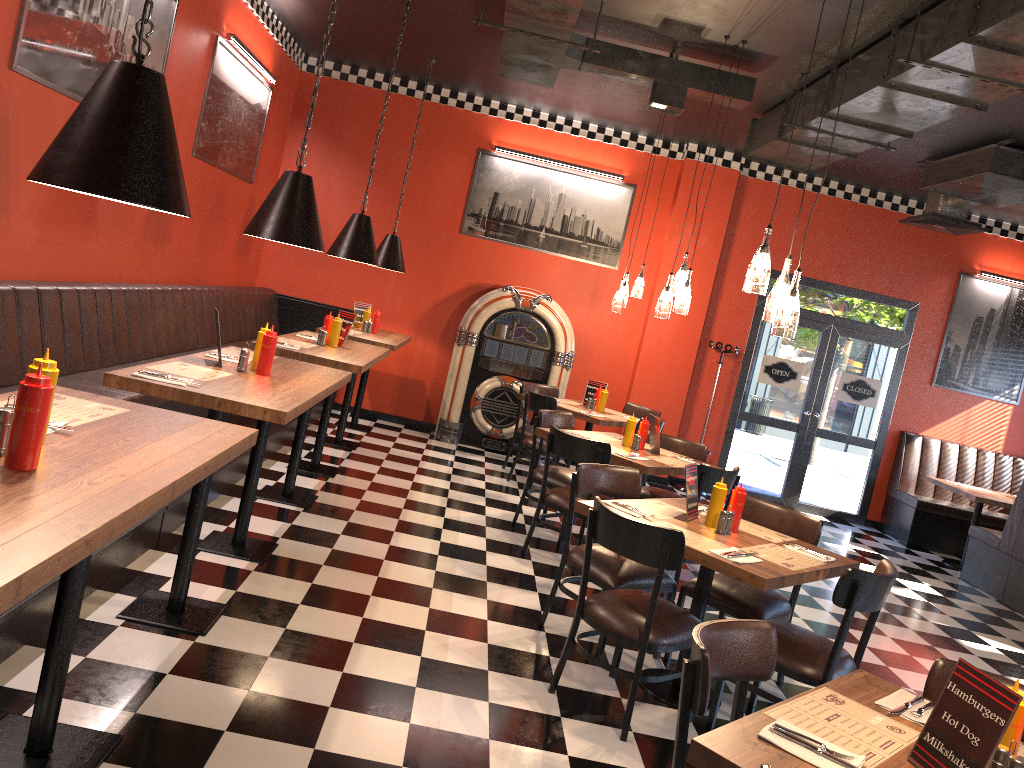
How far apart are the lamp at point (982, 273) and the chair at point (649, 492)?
5.15m

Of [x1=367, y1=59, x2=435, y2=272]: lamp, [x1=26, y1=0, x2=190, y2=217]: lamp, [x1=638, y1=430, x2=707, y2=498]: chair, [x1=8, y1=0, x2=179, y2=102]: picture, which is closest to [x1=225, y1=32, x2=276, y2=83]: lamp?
[x1=8, y1=0, x2=179, y2=102]: picture

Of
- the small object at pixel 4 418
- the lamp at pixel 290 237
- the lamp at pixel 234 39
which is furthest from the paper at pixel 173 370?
the lamp at pixel 234 39

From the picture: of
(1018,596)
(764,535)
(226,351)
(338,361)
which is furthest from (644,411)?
(226,351)

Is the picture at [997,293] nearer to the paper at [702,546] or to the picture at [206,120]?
the paper at [702,546]

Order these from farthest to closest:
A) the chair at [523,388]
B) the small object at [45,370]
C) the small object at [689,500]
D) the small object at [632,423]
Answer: the chair at [523,388]
the small object at [632,423]
the small object at [689,500]
the small object at [45,370]

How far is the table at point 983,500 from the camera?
8.3m

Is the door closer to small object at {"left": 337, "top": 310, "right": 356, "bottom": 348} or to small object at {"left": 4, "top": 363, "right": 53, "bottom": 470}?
small object at {"left": 337, "top": 310, "right": 356, "bottom": 348}

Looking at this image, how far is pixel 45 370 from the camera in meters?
2.1

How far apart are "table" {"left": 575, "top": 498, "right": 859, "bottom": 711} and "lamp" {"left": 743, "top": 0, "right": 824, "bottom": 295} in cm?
111
